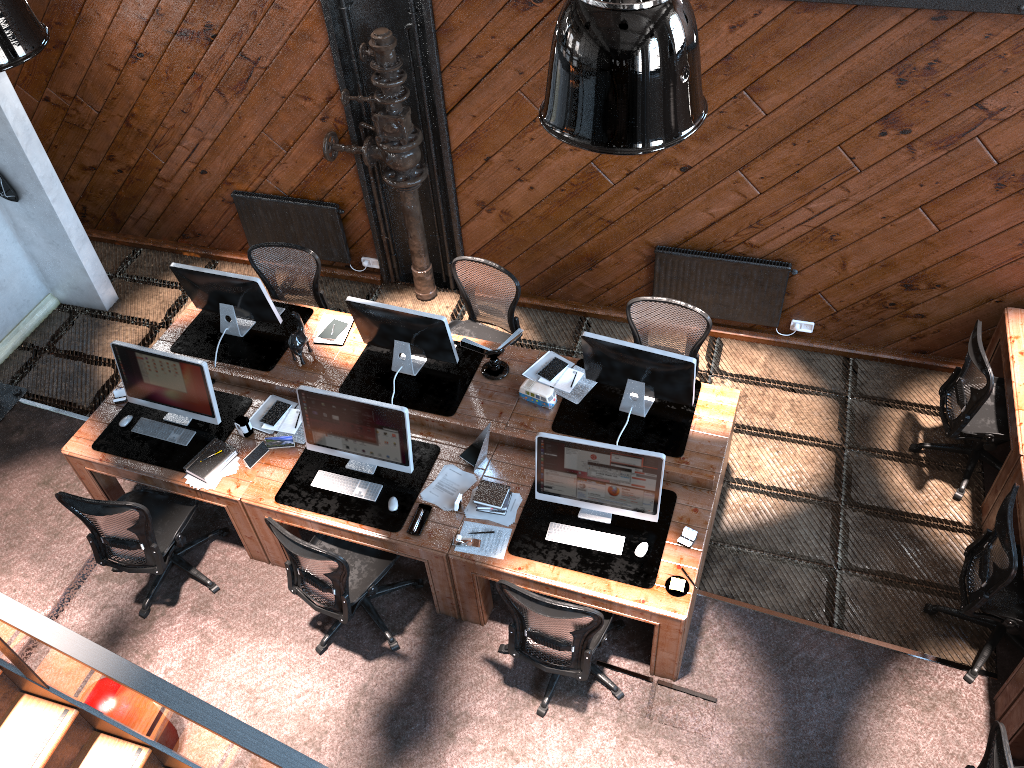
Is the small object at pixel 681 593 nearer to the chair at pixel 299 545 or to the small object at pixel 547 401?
the small object at pixel 547 401

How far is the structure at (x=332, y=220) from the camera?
7.5m

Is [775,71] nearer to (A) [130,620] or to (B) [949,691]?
(B) [949,691]

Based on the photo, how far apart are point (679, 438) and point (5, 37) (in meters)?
4.06

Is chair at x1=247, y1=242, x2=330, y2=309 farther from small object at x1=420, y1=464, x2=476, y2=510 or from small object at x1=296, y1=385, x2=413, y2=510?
small object at x1=420, y1=464, x2=476, y2=510

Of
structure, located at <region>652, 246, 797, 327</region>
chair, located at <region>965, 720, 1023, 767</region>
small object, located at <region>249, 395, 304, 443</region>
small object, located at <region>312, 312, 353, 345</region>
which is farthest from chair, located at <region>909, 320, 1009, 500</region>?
small object, located at <region>249, 395, 304, 443</region>

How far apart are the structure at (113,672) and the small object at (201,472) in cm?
188

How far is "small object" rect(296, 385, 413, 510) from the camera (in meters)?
5.18

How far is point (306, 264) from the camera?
6.7 meters

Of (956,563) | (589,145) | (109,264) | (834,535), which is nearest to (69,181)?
(109,264)
